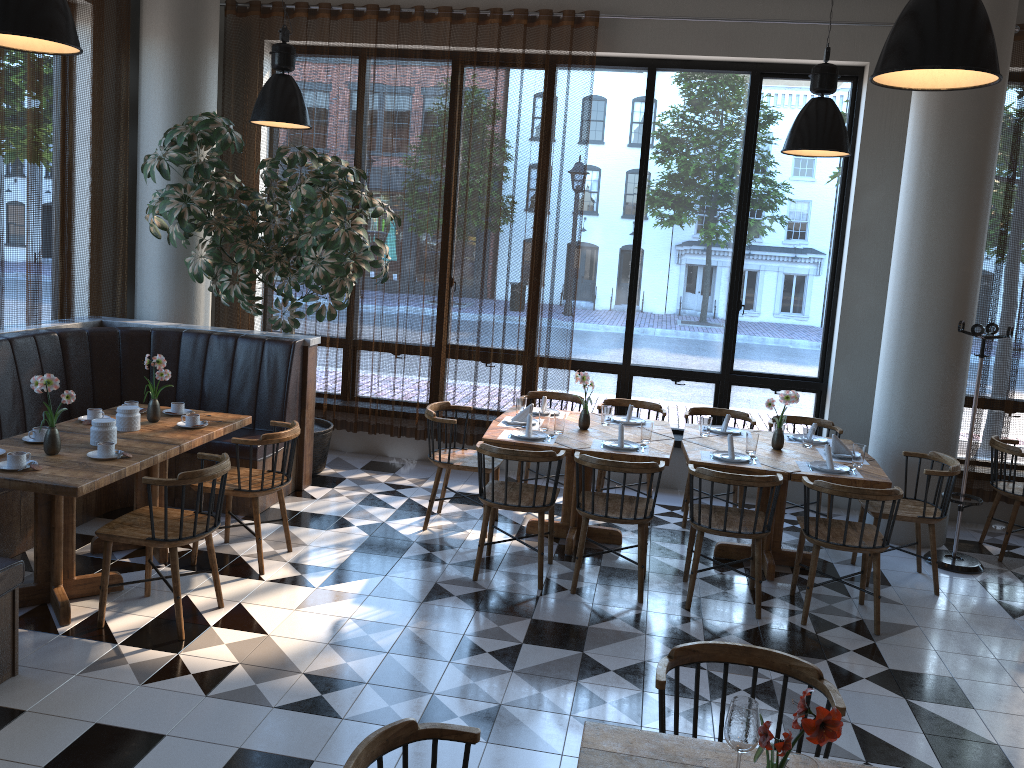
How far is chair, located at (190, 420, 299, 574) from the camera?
5.0m

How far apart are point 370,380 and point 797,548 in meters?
3.9

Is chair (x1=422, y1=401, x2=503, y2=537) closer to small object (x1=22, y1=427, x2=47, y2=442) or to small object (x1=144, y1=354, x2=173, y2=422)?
small object (x1=144, y1=354, x2=173, y2=422)

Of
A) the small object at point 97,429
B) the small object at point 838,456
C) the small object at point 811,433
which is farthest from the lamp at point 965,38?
the small object at point 97,429

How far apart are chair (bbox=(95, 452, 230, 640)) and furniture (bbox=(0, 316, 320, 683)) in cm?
47

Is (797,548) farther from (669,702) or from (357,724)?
(357,724)

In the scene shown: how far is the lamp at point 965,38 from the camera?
2.7m

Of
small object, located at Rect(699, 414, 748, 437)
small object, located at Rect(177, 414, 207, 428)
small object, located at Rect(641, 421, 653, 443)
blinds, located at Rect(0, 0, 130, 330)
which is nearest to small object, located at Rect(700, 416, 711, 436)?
small object, located at Rect(699, 414, 748, 437)

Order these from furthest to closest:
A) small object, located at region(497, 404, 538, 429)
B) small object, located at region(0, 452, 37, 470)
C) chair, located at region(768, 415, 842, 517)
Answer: chair, located at region(768, 415, 842, 517) < small object, located at region(497, 404, 538, 429) < small object, located at region(0, 452, 37, 470)

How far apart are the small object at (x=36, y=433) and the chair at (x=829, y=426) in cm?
500
